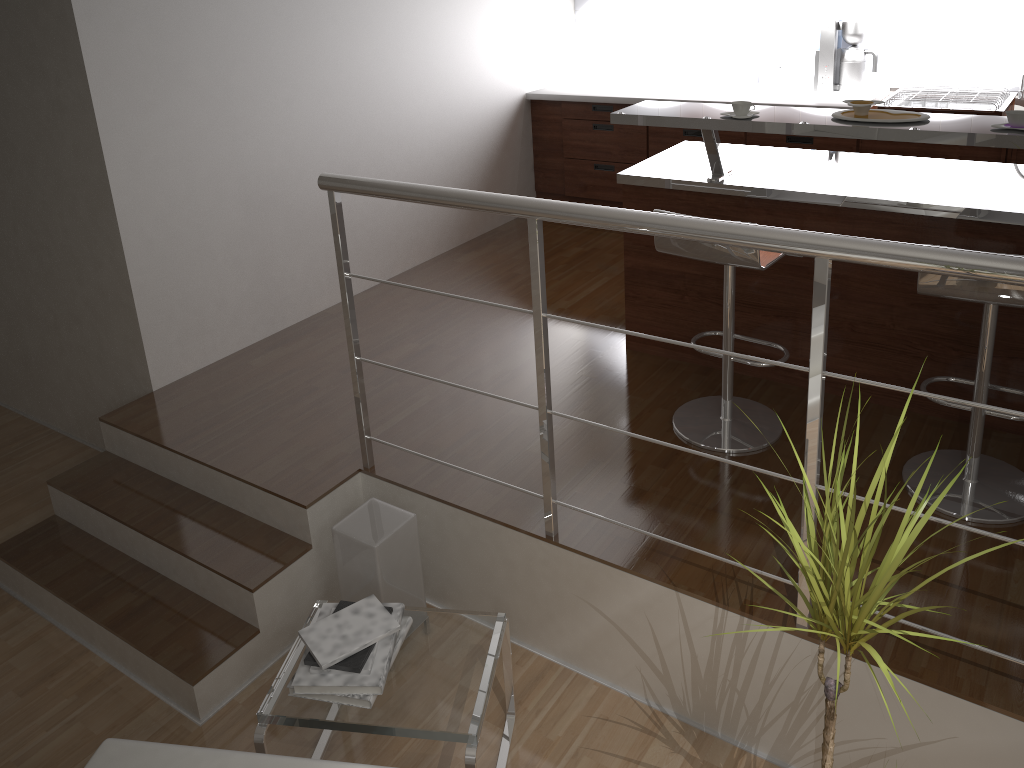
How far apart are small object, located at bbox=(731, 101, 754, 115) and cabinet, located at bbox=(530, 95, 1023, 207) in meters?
1.9 m

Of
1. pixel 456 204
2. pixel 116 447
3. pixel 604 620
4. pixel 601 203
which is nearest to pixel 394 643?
pixel 604 620

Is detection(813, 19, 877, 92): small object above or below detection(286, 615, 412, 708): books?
above

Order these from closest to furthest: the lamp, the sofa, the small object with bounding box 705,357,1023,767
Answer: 1. the small object with bounding box 705,357,1023,767
2. the sofa
3. the lamp

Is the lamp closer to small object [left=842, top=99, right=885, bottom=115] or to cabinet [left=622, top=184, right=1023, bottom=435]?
cabinet [left=622, top=184, right=1023, bottom=435]

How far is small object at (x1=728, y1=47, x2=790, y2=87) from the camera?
5.08m

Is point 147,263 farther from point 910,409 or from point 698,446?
point 910,409

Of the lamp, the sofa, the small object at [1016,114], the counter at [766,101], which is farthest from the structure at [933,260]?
the counter at [766,101]

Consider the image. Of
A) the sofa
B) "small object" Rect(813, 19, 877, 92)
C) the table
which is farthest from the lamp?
"small object" Rect(813, 19, 877, 92)

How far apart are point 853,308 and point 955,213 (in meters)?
0.48
